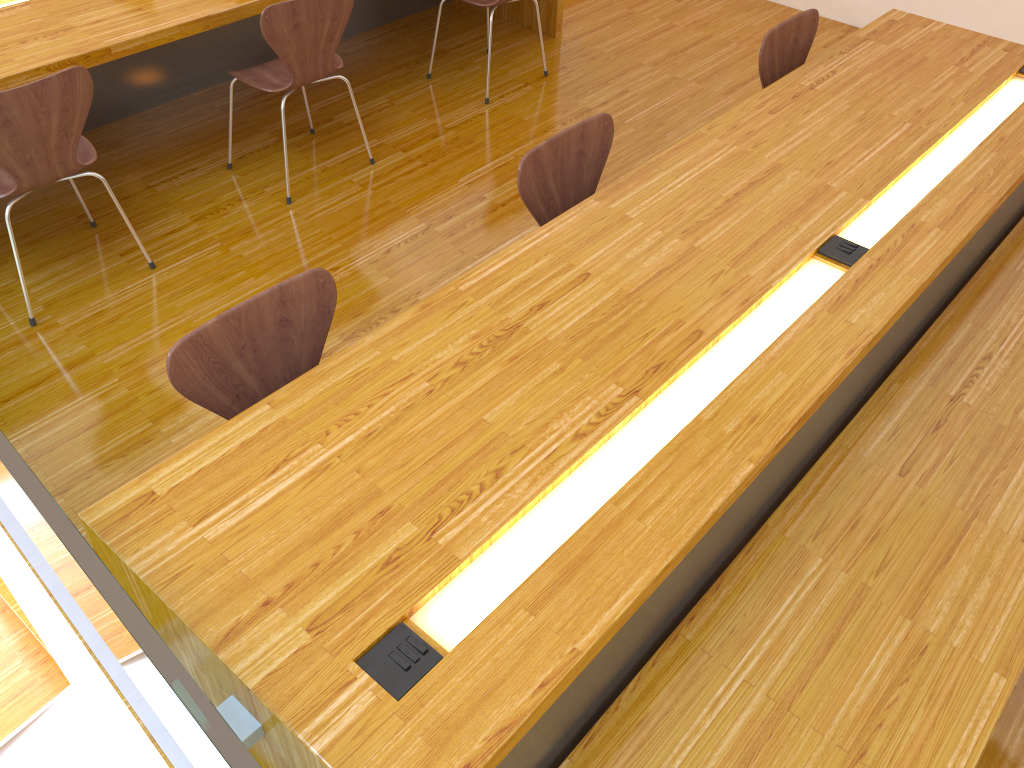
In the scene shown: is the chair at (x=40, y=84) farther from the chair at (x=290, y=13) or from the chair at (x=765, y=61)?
the chair at (x=765, y=61)

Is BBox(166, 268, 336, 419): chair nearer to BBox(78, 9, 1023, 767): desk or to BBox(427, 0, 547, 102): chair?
BBox(78, 9, 1023, 767): desk

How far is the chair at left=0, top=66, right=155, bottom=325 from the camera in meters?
2.4

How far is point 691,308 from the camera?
1.9m

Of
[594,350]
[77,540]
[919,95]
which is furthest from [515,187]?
[77,540]

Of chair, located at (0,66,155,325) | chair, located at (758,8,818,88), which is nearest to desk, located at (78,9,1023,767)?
chair, located at (758,8,818,88)

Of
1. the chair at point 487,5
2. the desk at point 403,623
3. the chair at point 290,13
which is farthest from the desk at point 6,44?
the desk at point 403,623

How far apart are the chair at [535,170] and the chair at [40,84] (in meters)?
1.29

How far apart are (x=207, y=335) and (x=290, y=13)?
1.7m

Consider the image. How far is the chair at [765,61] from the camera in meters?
2.8 m
